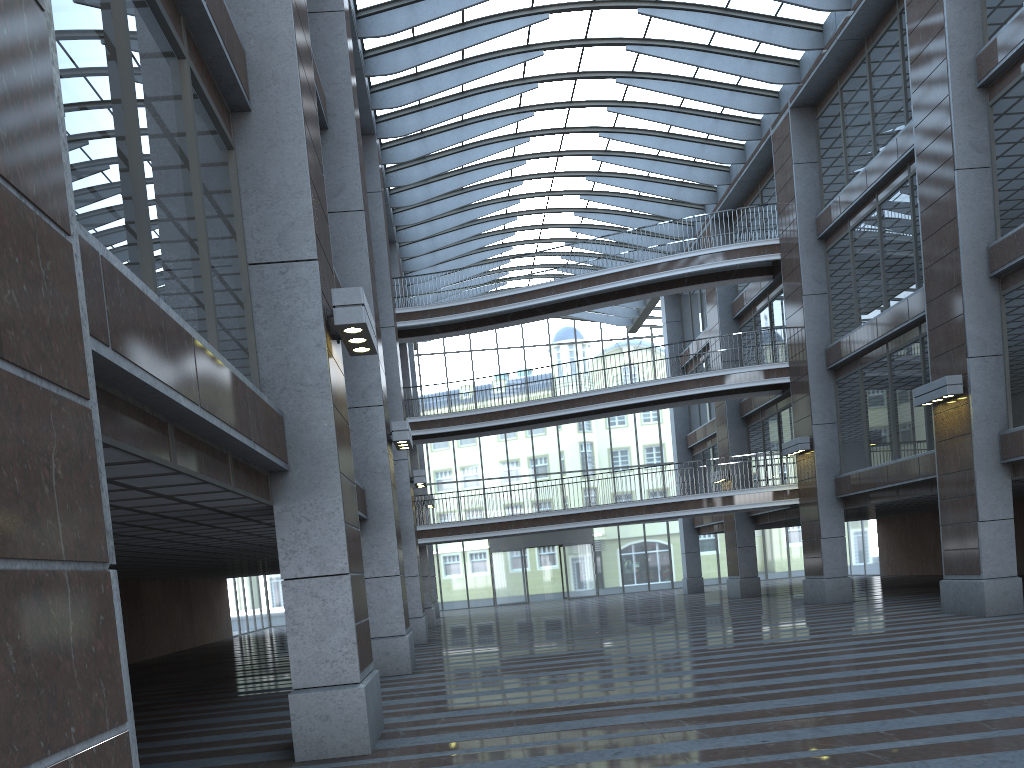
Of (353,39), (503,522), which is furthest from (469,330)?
(353,39)

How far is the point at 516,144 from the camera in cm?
2952

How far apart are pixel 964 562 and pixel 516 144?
19.04m

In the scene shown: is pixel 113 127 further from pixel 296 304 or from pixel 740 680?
pixel 740 680
